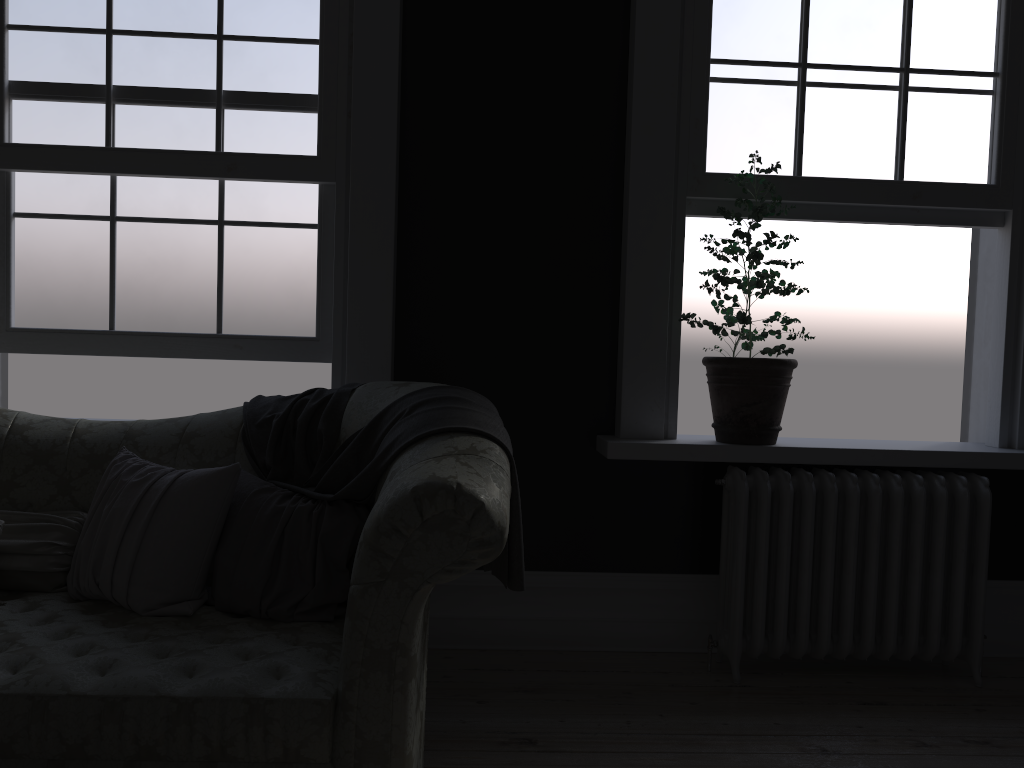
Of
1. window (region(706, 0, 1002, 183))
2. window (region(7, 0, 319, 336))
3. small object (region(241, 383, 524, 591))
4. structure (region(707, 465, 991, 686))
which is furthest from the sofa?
window (region(706, 0, 1002, 183))

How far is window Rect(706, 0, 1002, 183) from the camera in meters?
3.6 m

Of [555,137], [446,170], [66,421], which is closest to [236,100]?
[446,170]

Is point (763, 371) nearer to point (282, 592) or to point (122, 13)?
point (282, 592)

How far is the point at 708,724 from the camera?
3.00m

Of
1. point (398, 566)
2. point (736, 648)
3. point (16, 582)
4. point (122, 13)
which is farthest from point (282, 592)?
point (122, 13)

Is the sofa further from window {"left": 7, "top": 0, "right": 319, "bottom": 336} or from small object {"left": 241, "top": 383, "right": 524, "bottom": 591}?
window {"left": 7, "top": 0, "right": 319, "bottom": 336}

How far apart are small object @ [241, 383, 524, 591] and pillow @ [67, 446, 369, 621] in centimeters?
2cm

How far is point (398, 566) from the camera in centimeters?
203cm

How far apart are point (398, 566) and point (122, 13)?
2.7m
